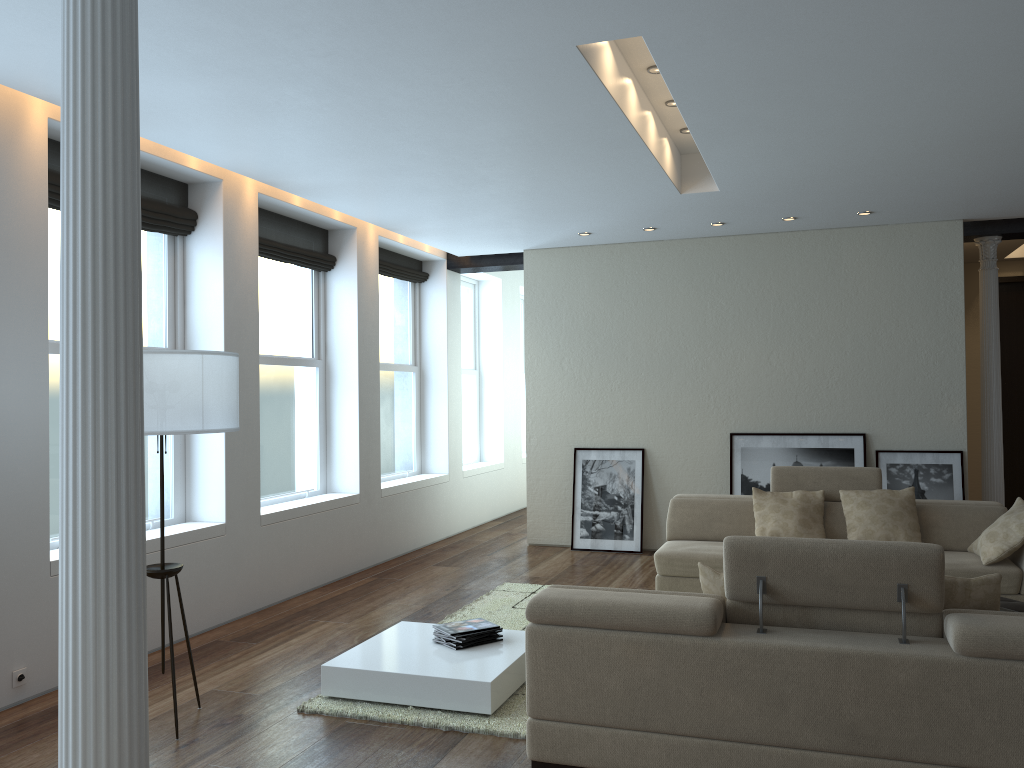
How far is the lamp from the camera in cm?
382

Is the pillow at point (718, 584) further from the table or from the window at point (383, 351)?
the window at point (383, 351)

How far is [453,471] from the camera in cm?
970

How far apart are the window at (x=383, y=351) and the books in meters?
4.0 m

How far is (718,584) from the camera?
3.7m

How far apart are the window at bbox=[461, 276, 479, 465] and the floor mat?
3.9m

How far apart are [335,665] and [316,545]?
2.8m

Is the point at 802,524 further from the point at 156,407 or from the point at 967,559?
the point at 156,407

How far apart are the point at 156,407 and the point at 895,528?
4.9m

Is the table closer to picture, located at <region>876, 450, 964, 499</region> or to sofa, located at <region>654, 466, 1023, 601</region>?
sofa, located at <region>654, 466, 1023, 601</region>
